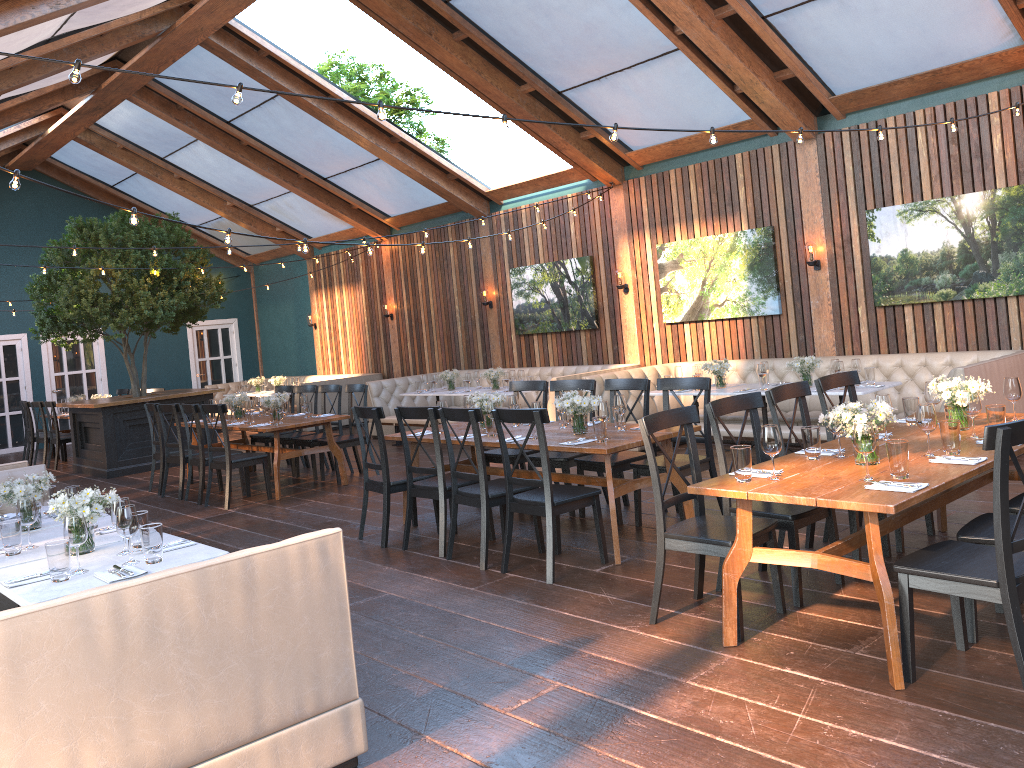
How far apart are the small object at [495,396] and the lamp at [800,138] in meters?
2.8

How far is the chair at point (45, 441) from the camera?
13.7m

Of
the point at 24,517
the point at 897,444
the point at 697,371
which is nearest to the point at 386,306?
the point at 697,371

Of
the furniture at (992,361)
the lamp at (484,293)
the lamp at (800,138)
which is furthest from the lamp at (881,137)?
the lamp at (484,293)

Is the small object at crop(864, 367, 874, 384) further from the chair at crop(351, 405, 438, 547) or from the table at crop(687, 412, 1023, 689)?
the chair at crop(351, 405, 438, 547)

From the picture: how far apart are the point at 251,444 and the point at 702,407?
5.6 meters

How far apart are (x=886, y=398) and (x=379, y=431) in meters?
3.5 m

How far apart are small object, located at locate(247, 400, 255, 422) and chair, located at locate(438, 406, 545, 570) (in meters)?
4.29

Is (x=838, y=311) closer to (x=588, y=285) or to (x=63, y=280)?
(x=588, y=285)

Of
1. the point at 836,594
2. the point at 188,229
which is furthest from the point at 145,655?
the point at 188,229
